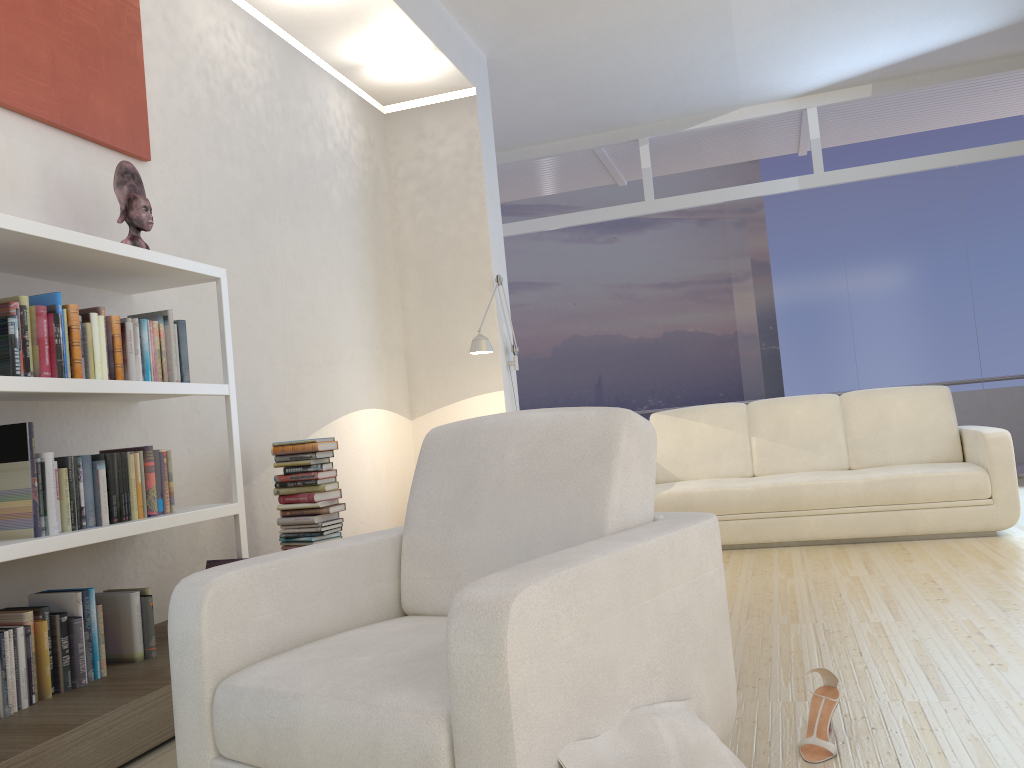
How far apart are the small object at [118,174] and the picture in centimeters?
25cm

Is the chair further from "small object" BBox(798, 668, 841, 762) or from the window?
the window

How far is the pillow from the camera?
1.5 meters

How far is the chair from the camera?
1.4 meters

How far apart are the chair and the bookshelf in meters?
0.8 m

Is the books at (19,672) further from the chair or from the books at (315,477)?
the chair

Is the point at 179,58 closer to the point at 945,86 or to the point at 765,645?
the point at 765,645

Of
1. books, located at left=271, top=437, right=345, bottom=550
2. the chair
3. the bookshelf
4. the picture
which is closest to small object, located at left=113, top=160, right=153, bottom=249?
the bookshelf

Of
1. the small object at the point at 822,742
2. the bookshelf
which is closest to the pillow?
the small object at the point at 822,742

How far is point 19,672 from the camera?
2.5 meters
